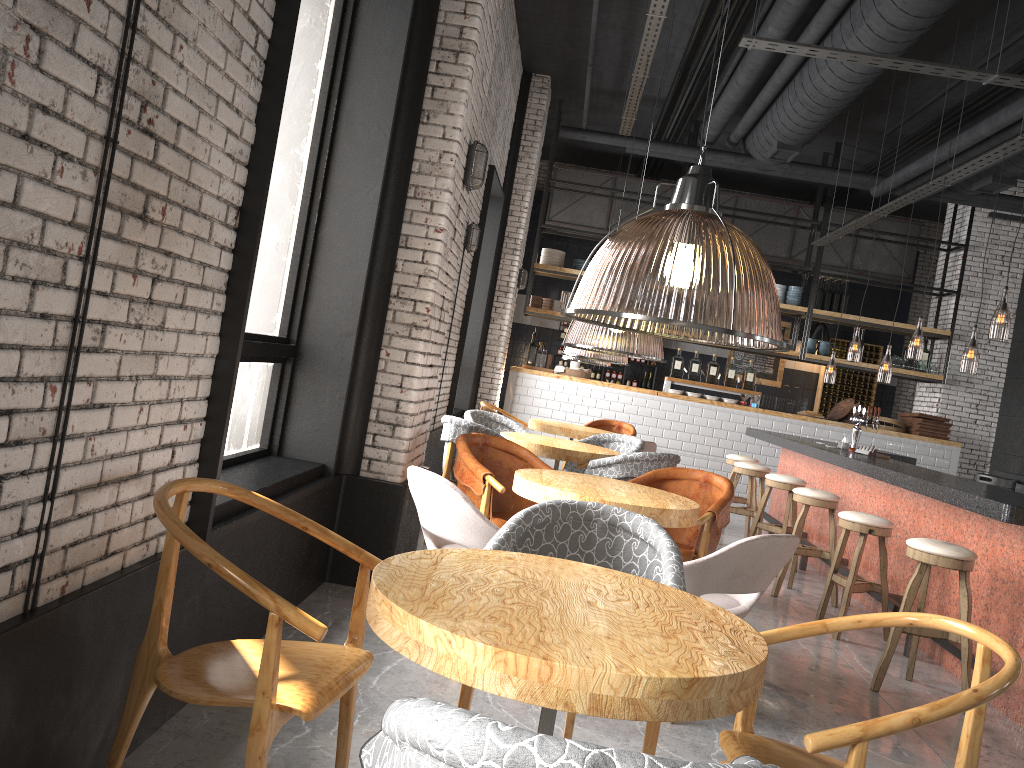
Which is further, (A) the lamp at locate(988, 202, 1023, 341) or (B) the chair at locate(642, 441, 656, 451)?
(B) the chair at locate(642, 441, 656, 451)

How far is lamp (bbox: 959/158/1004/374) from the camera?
9.1m

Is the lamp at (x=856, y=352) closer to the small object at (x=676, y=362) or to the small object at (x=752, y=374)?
the small object at (x=752, y=374)

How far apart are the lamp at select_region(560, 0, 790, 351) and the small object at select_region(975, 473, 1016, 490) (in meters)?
2.55

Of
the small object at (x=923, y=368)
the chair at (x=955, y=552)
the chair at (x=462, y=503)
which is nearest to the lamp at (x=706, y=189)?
the chair at (x=462, y=503)

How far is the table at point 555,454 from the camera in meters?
6.3 m

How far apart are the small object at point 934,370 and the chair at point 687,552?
8.00m

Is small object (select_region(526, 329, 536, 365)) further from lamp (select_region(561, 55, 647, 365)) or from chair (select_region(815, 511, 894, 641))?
chair (select_region(815, 511, 894, 641))

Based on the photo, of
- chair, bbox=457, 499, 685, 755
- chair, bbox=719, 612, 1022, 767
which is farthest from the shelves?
chair, bbox=719, 612, 1022, 767

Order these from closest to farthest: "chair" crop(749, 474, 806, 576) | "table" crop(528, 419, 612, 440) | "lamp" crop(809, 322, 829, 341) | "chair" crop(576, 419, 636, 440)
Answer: "chair" crop(749, 474, 806, 576), "table" crop(528, 419, 612, 440), "chair" crop(576, 419, 636, 440), "lamp" crop(809, 322, 829, 341)
